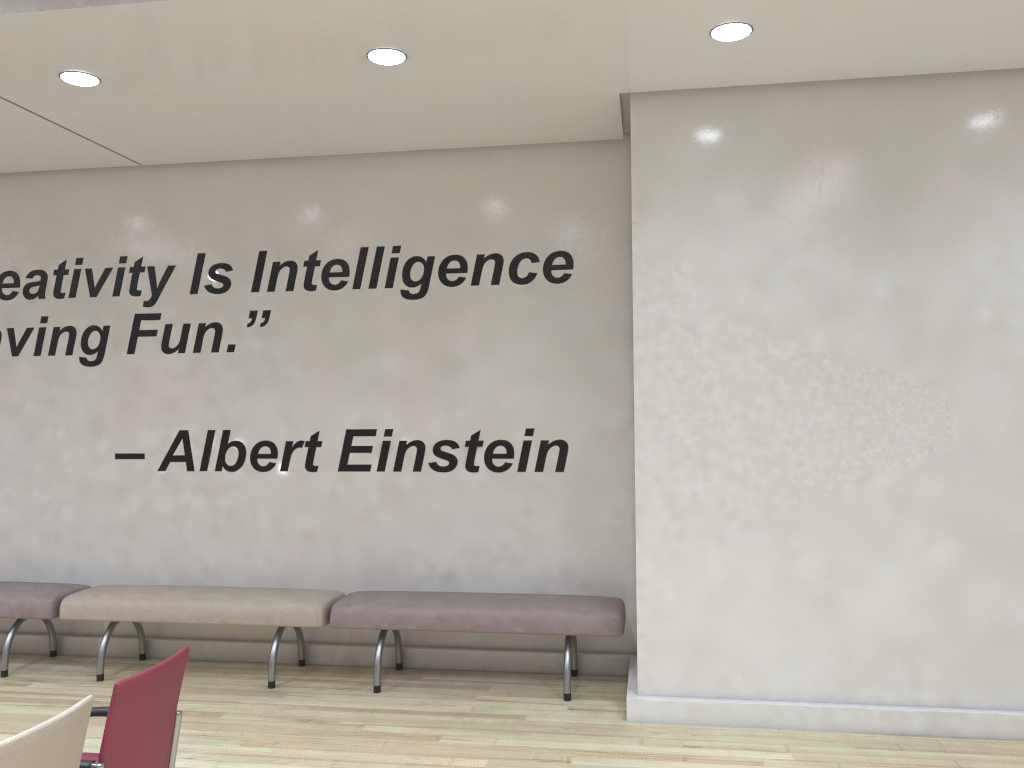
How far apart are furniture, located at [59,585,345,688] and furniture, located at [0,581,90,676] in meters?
0.1 m

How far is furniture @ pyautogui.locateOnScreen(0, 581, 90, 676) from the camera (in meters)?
5.82

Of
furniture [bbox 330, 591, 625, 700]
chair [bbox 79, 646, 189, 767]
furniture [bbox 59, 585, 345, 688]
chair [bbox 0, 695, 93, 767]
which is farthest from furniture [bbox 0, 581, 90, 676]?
chair [bbox 0, 695, 93, 767]

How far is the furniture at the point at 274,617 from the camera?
5.6 meters

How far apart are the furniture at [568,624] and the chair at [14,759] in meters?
2.9

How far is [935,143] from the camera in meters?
4.8

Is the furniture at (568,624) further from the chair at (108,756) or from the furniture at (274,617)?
the chair at (108,756)

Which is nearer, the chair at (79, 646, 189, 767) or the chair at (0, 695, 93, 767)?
the chair at (0, 695, 93, 767)

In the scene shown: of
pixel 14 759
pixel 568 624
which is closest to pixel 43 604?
pixel 568 624

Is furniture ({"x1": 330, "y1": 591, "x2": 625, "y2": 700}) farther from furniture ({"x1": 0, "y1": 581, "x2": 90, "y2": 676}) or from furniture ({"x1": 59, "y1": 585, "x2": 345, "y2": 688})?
furniture ({"x1": 0, "y1": 581, "x2": 90, "y2": 676})
